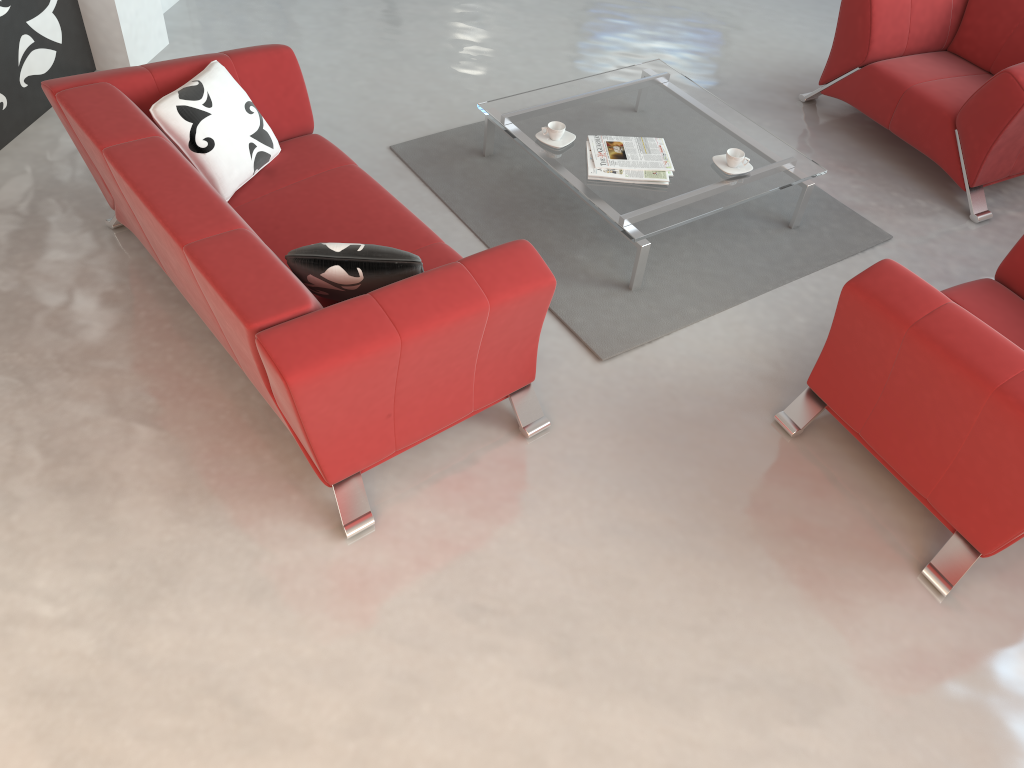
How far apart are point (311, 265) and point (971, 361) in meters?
1.9

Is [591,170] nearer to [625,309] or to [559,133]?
[559,133]

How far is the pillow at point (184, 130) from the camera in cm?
309

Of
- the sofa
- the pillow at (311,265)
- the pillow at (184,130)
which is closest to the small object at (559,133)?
the sofa

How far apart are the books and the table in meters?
0.0

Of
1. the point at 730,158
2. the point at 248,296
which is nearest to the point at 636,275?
the point at 730,158

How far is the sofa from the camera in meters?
2.4

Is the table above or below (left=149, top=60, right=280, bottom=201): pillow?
below

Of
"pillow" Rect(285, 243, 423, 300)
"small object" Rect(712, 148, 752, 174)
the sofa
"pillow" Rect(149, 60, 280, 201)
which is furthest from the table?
"pillow" Rect(285, 243, 423, 300)

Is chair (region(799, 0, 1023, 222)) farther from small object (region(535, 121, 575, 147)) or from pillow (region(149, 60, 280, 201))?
pillow (region(149, 60, 280, 201))
